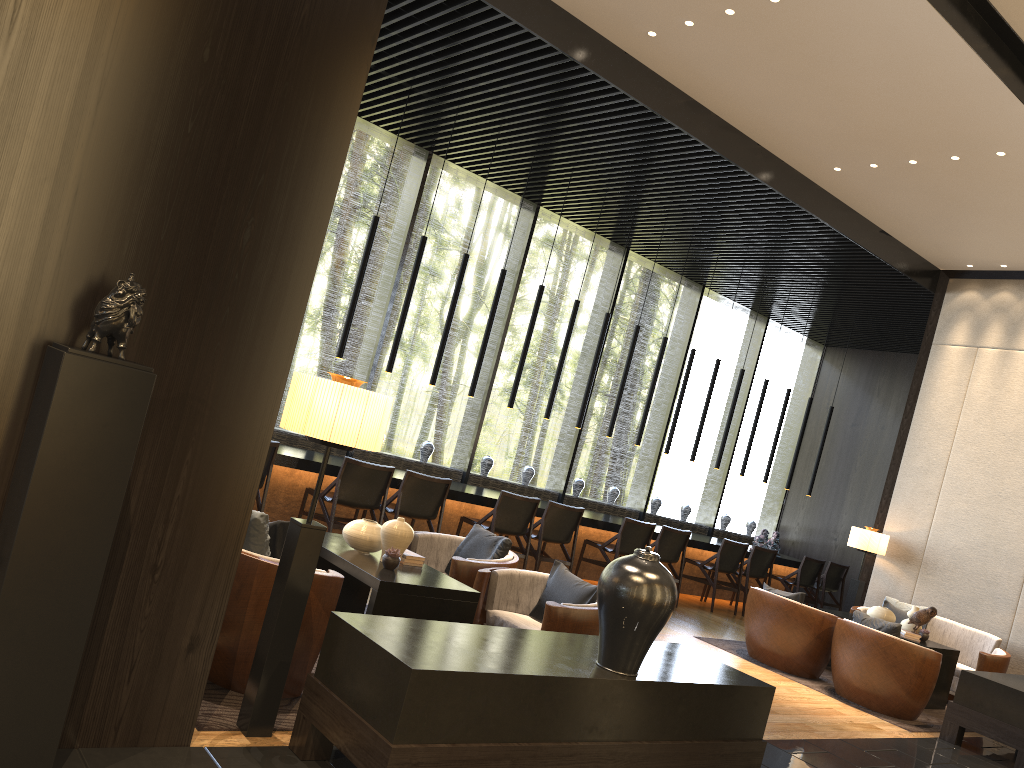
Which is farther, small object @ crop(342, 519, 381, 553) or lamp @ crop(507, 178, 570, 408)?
lamp @ crop(507, 178, 570, 408)

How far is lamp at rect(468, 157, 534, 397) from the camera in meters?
8.5

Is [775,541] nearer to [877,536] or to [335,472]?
[877,536]

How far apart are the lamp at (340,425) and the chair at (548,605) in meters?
1.5

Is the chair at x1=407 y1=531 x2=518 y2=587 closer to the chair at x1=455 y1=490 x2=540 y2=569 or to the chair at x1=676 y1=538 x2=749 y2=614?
the chair at x1=455 y1=490 x2=540 y2=569

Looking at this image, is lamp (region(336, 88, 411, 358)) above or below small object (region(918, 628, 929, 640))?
above

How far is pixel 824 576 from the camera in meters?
11.1 m

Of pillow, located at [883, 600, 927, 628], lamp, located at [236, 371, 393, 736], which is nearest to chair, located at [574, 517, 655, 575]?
pillow, located at [883, 600, 927, 628]

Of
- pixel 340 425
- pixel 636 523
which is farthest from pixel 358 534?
pixel 636 523

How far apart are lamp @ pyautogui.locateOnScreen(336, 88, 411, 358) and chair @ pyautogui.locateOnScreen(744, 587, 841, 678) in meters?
4.0
